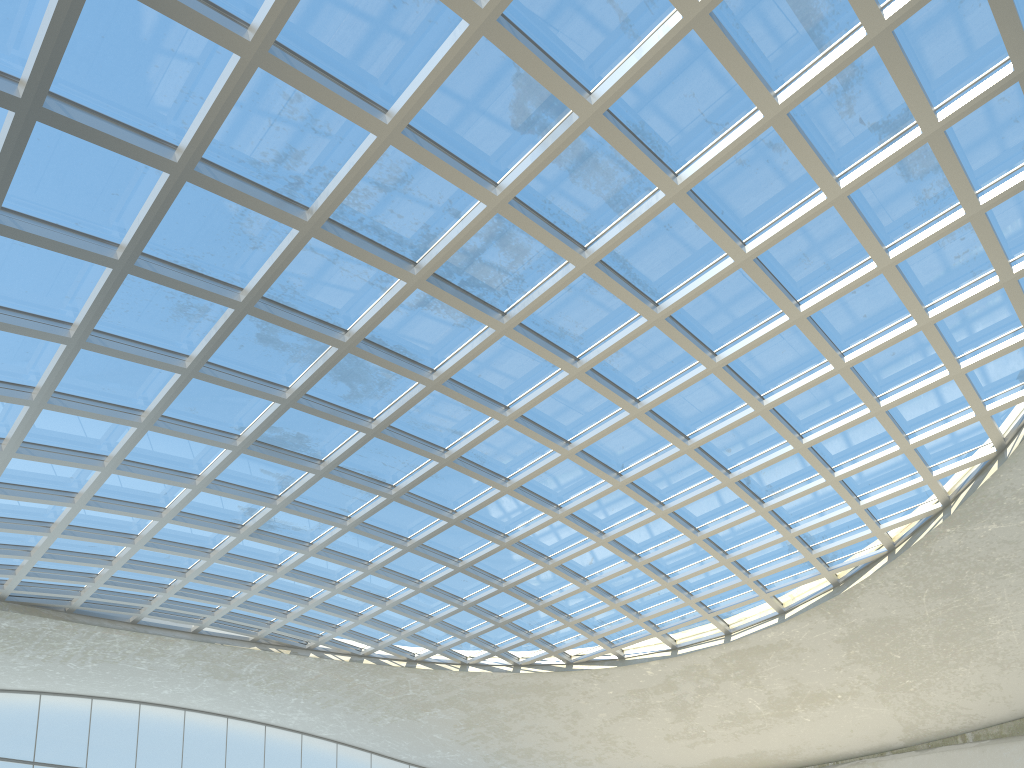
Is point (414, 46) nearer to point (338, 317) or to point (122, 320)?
point (338, 317)
